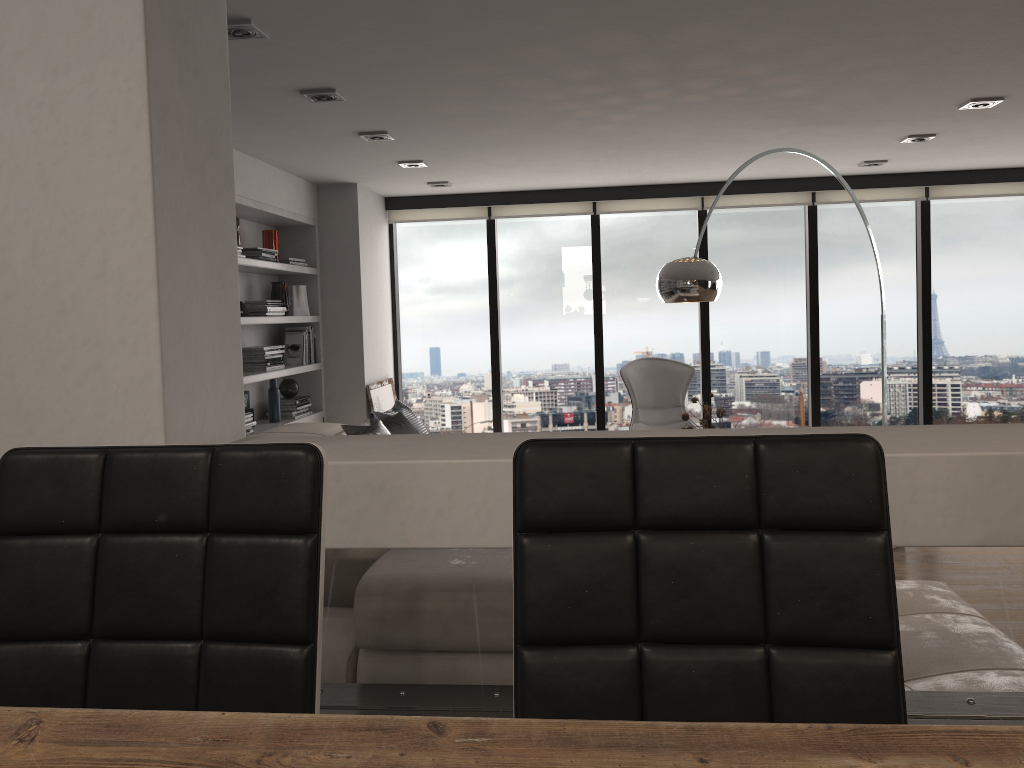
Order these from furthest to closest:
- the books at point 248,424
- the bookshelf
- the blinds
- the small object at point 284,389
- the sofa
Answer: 1. the blinds
2. the small object at point 284,389
3. the bookshelf
4. the books at point 248,424
5. the sofa

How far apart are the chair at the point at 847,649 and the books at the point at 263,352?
4.7m

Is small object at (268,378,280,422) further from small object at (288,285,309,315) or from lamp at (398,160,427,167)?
lamp at (398,160,427,167)

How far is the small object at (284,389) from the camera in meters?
6.0

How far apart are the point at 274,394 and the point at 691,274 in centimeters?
293cm

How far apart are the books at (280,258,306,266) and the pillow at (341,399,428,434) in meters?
1.3 m

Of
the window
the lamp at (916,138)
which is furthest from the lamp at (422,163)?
the lamp at (916,138)

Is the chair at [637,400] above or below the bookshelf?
below

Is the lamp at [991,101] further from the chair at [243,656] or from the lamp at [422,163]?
the chair at [243,656]

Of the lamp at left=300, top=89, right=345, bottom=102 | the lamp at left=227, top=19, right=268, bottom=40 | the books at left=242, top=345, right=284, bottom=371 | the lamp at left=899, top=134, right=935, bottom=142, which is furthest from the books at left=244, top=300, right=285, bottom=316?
the lamp at left=899, top=134, right=935, bottom=142
